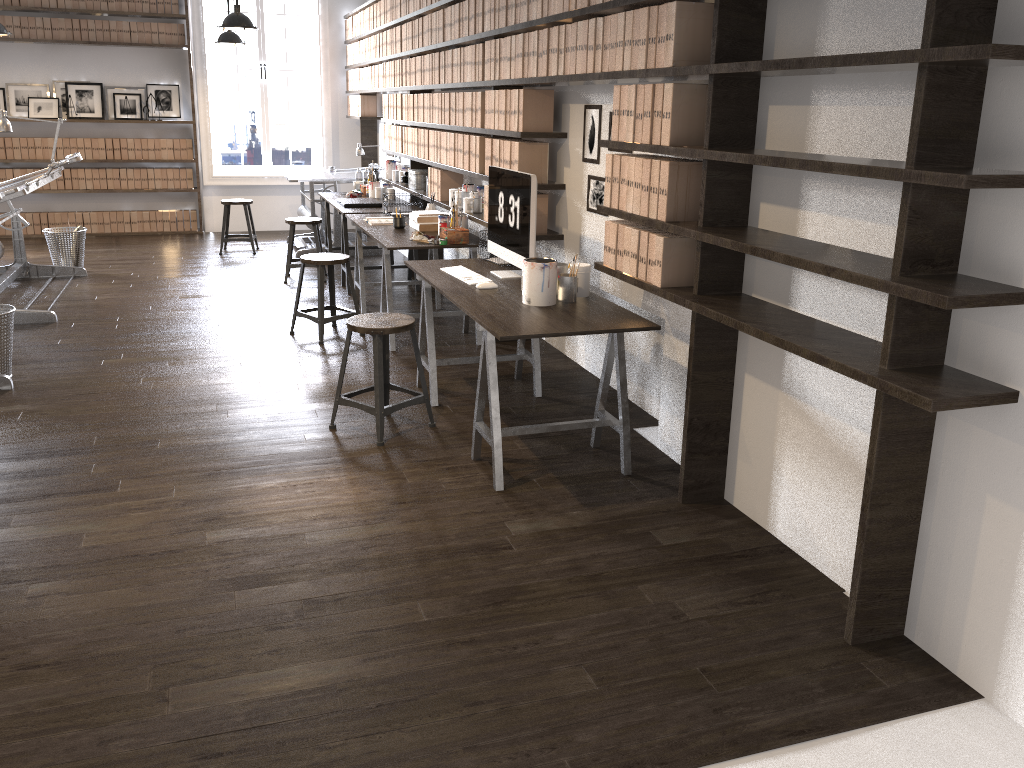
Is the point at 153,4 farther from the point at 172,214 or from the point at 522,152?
the point at 522,152

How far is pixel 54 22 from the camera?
9.1 meters

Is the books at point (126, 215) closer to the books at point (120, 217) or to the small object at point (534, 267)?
the books at point (120, 217)

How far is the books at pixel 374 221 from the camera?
6.1 meters

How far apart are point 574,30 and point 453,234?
1.65m

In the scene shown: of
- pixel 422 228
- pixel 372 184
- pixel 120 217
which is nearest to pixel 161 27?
pixel 120 217

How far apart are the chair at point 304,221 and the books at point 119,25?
3.8 meters

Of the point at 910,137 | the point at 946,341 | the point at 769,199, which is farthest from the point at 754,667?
the point at 769,199

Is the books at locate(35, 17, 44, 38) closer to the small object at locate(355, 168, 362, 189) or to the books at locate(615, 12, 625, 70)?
the small object at locate(355, 168, 362, 189)

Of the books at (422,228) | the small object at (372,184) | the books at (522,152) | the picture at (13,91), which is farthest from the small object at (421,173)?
the picture at (13,91)
